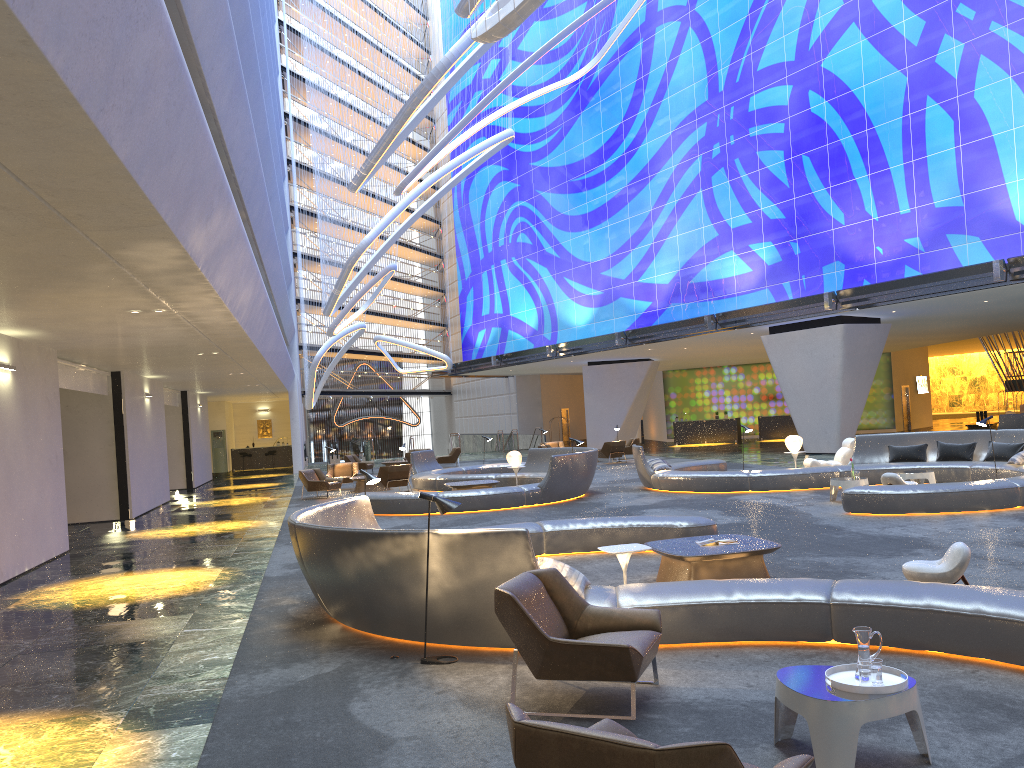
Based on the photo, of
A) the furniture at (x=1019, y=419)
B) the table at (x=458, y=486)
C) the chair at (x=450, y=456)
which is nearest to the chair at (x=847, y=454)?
the table at (x=458, y=486)

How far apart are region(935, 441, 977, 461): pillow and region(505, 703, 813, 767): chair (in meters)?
15.30

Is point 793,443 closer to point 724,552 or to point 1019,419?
point 1019,419

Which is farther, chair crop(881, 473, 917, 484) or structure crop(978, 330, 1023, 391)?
structure crop(978, 330, 1023, 391)

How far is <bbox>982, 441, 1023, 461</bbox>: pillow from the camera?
16.01m

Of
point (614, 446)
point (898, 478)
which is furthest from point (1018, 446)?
point (614, 446)

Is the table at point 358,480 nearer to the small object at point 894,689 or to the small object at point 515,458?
the small object at point 515,458

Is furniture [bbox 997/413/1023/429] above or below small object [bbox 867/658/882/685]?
above

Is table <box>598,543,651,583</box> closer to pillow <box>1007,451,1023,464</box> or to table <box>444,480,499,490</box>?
pillow <box>1007,451,1023,464</box>

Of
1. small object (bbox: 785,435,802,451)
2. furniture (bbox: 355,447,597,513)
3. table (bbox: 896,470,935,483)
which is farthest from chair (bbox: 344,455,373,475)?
table (bbox: 896,470,935,483)
